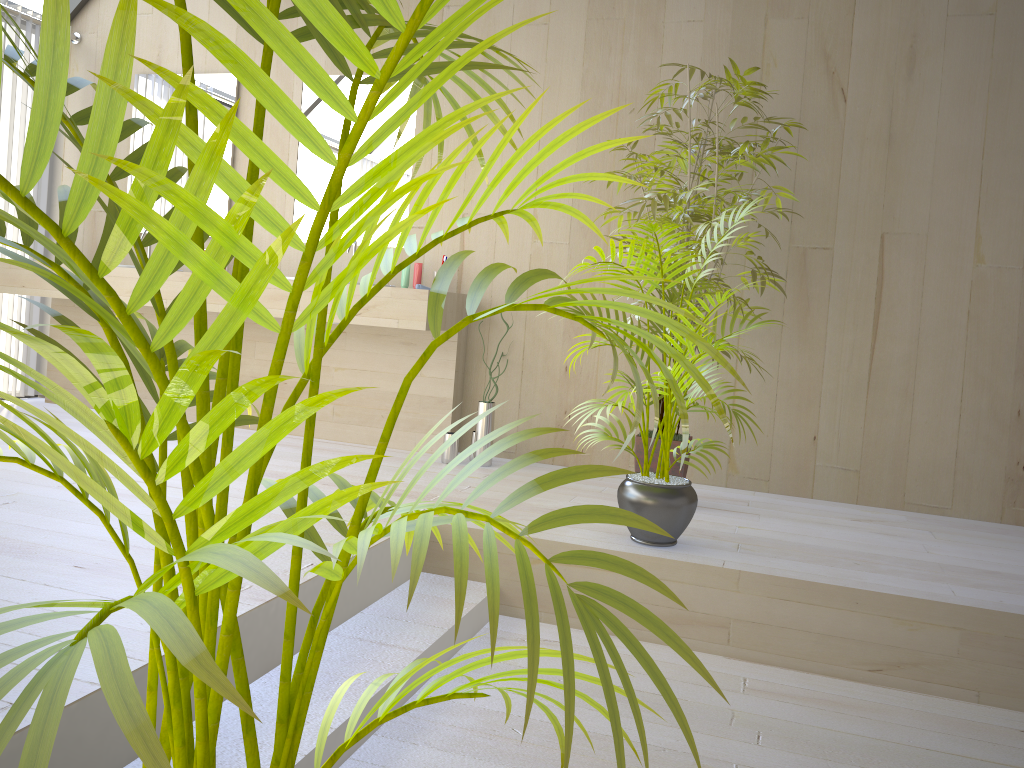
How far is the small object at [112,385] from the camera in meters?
0.5

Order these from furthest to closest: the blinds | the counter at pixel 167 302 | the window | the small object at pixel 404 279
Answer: the window → the blinds → the small object at pixel 404 279 → the counter at pixel 167 302

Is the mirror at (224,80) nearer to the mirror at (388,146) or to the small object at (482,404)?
the mirror at (388,146)

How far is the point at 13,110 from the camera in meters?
4.6 m

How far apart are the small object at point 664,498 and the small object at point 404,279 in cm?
154

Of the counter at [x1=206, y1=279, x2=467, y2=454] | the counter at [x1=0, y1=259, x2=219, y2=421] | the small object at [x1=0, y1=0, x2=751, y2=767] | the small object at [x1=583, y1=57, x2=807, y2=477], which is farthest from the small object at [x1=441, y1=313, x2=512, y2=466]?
the small object at [x1=0, y1=0, x2=751, y2=767]

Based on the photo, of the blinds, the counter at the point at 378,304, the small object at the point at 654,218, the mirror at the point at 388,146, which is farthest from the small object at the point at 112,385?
the blinds

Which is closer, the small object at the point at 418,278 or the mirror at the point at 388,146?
the small object at the point at 418,278

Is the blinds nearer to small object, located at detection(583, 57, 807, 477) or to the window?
the window

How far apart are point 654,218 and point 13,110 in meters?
3.5
